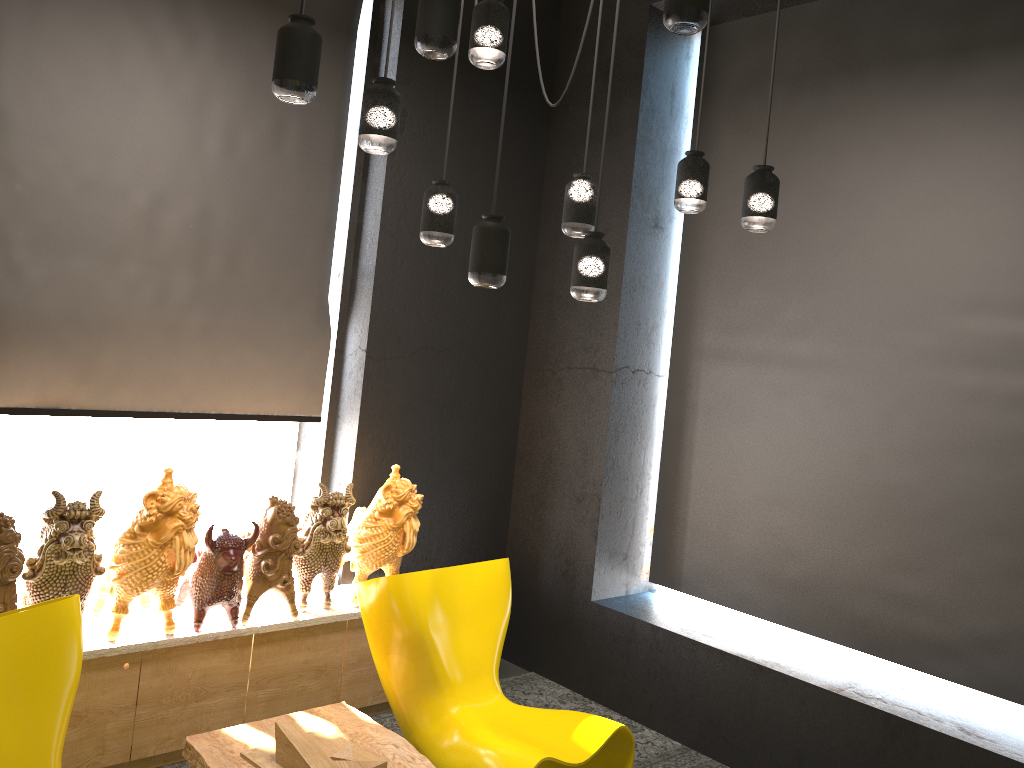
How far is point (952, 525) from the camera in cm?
382

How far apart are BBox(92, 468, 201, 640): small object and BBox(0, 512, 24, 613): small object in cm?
31

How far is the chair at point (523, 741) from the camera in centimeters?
325cm

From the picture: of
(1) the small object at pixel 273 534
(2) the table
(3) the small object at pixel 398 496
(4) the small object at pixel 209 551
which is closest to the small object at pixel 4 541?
(4) the small object at pixel 209 551

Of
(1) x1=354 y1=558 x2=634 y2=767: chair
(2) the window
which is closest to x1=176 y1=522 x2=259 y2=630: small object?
(1) x1=354 y1=558 x2=634 y2=767: chair

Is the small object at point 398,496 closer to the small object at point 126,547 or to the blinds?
the blinds

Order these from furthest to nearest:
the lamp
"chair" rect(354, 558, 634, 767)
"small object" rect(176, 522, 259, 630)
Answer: "small object" rect(176, 522, 259, 630)
"chair" rect(354, 558, 634, 767)
the lamp

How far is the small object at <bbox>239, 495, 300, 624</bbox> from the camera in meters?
3.7

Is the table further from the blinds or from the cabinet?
the blinds

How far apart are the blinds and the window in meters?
0.3
